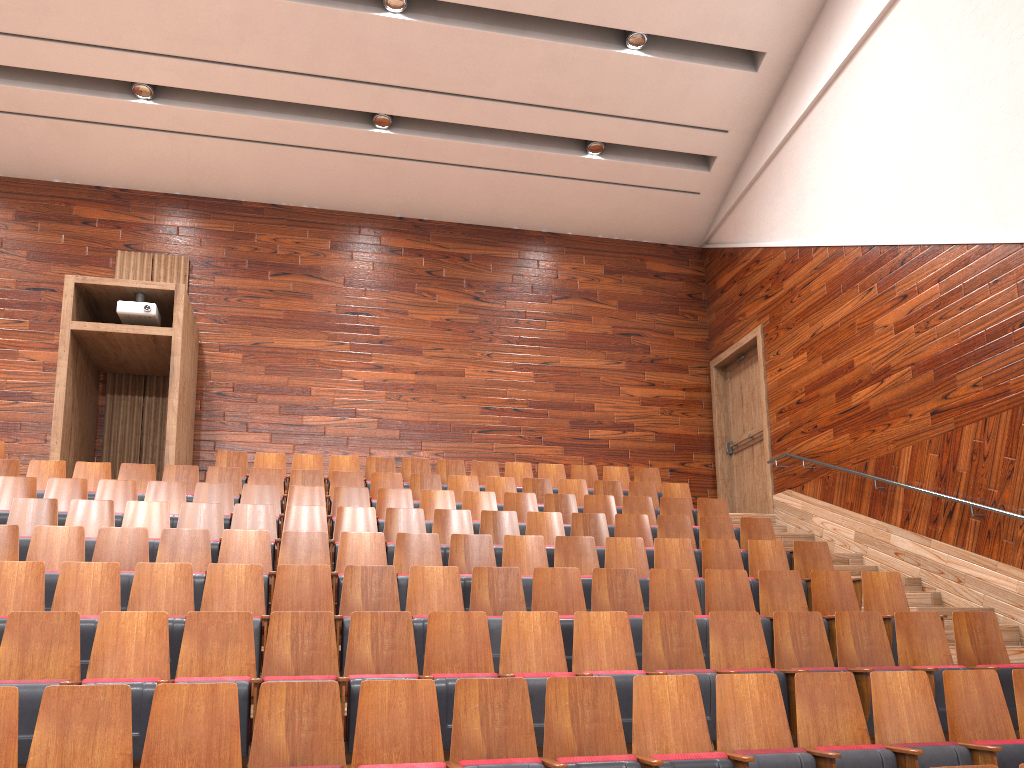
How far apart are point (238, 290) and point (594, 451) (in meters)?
0.50

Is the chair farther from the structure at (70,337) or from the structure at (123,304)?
the structure at (123,304)

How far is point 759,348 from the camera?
1.1 meters

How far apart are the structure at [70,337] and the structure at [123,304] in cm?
1

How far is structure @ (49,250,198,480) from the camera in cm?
91

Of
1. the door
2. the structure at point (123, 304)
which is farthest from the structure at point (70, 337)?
the door

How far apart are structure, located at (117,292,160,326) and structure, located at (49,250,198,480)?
0.0m

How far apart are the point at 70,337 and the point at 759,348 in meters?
0.8

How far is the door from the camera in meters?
1.1

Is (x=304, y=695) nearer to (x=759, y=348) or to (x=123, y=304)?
(x=123, y=304)
